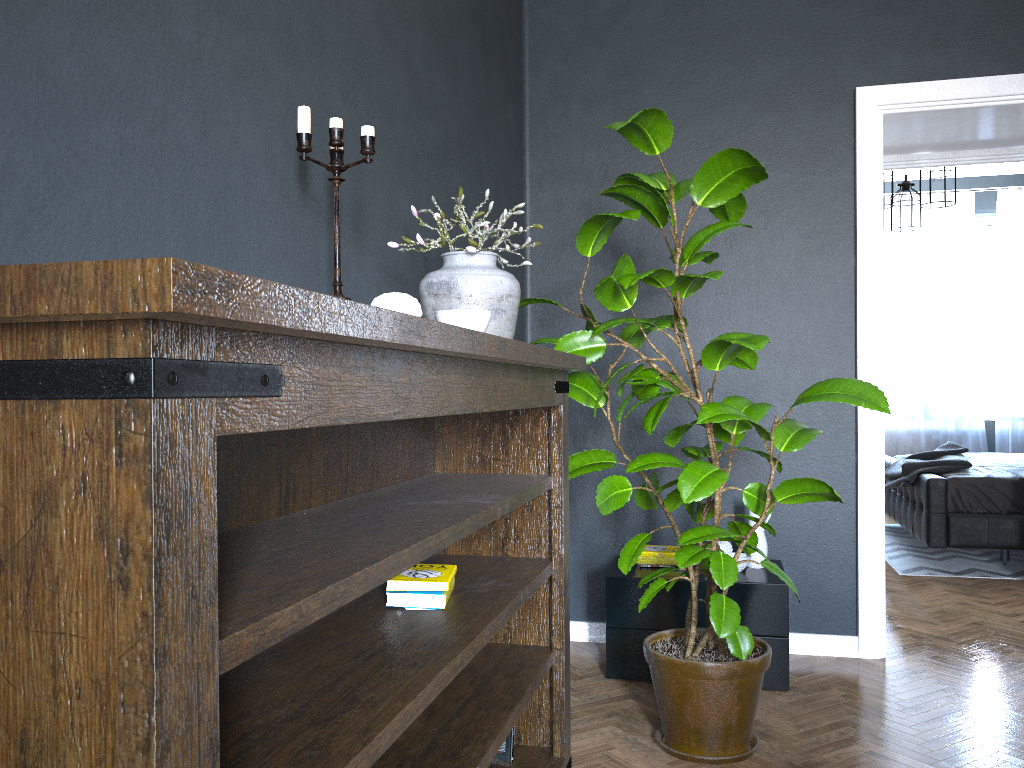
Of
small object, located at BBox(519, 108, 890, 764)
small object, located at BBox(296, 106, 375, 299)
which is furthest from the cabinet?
small object, located at BBox(296, 106, 375, 299)

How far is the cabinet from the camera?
3.1 meters

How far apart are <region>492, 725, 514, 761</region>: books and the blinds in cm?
637

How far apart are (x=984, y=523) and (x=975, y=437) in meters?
2.8

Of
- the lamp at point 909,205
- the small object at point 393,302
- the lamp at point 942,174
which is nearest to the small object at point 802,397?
the small object at point 393,302

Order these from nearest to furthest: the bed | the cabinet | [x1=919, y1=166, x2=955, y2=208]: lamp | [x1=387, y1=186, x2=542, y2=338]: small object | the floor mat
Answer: [x1=387, y1=186, x2=542, y2=338]: small object
the cabinet
the bed
the floor mat
[x1=919, y1=166, x2=955, y2=208]: lamp

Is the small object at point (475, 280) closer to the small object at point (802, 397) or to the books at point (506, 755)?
the small object at point (802, 397)

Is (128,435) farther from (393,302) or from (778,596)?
(778,596)

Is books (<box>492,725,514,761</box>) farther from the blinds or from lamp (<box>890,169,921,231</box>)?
the blinds

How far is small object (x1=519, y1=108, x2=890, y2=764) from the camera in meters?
2.5 m
